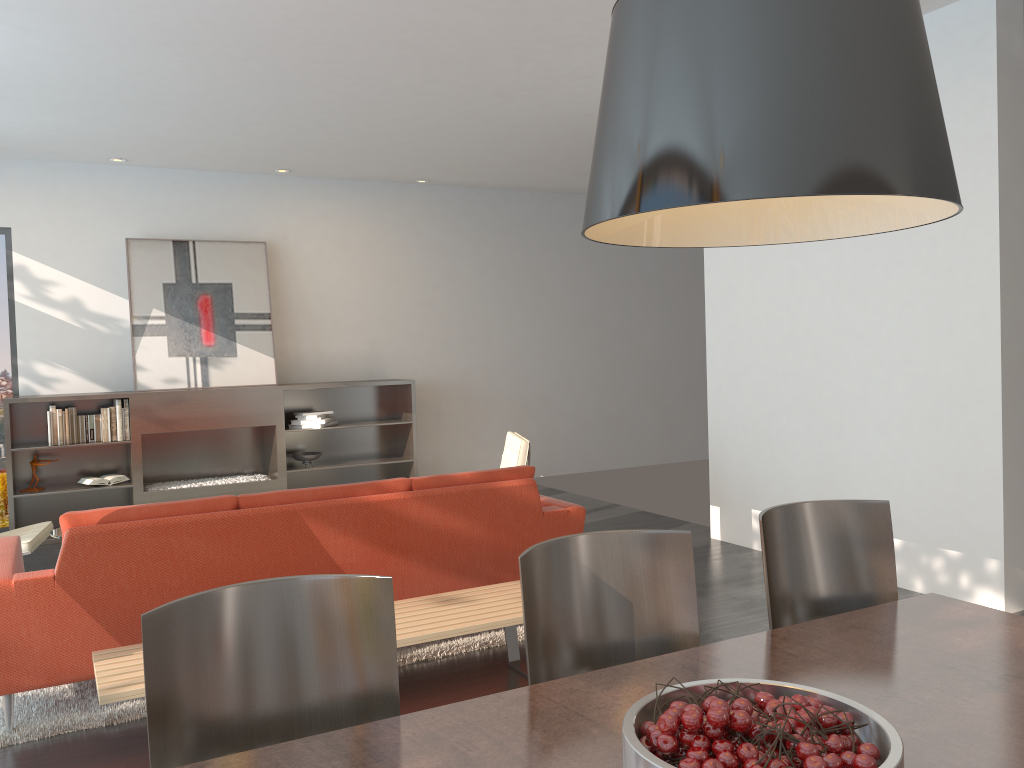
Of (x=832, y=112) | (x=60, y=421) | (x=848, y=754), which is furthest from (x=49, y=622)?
(x=60, y=421)

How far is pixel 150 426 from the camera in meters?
7.3 m

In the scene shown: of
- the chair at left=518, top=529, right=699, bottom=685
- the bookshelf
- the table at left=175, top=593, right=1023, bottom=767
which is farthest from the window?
the table at left=175, top=593, right=1023, bottom=767

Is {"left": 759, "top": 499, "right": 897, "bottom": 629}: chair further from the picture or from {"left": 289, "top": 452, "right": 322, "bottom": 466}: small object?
the picture

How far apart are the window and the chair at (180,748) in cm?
679

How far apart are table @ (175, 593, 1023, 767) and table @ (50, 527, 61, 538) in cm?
397

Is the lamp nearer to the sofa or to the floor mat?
the sofa

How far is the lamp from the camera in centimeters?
113cm

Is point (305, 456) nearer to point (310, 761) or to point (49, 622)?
point (49, 622)

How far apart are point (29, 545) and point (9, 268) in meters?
3.4 m
